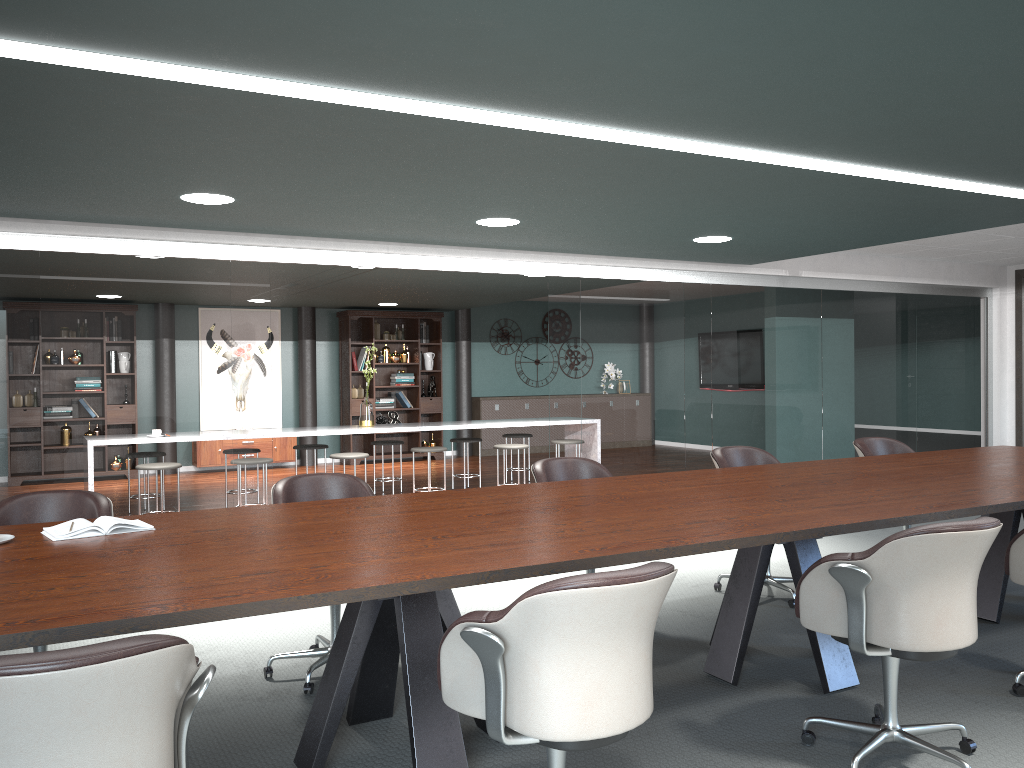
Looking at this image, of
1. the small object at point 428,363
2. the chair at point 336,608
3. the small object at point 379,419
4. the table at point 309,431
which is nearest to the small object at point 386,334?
the small object at point 428,363

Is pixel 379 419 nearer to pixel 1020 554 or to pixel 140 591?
pixel 1020 554

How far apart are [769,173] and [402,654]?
2.6 meters

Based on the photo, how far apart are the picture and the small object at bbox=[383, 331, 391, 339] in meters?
1.4 m

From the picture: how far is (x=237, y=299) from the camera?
5.44m

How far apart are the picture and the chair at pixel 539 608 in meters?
9.7

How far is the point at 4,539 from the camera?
2.6m

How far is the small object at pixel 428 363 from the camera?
12.0m

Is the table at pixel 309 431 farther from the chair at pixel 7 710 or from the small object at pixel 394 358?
the chair at pixel 7 710

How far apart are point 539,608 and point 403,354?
10.1 meters
